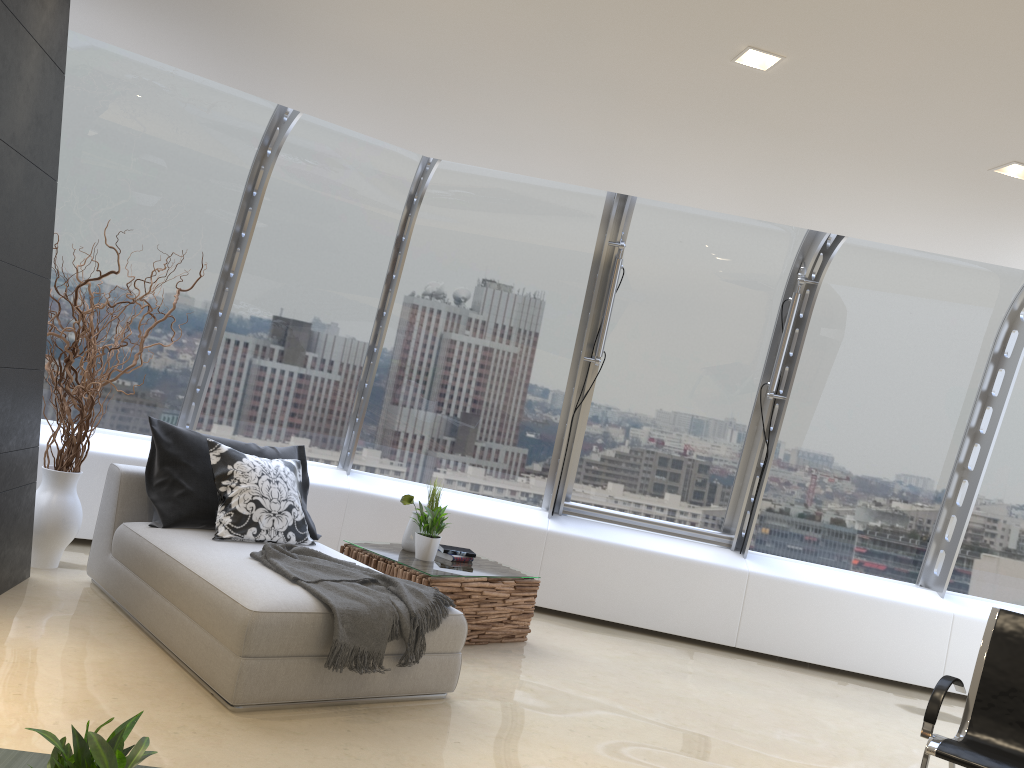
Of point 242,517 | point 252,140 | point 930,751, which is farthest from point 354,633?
point 252,140

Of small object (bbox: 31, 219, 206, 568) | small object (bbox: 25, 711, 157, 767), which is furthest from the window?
small object (bbox: 25, 711, 157, 767)

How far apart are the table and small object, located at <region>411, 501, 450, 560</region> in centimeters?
4cm

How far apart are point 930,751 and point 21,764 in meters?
3.3 m

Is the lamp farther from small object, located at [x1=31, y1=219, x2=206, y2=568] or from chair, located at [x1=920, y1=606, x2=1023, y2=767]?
small object, located at [x1=31, y1=219, x2=206, y2=568]

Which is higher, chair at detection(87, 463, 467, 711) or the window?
the window

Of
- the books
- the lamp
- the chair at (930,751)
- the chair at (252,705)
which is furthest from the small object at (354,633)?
the lamp

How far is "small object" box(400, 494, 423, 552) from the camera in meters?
5.7

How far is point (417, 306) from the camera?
6.9m

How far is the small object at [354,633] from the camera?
3.8m
